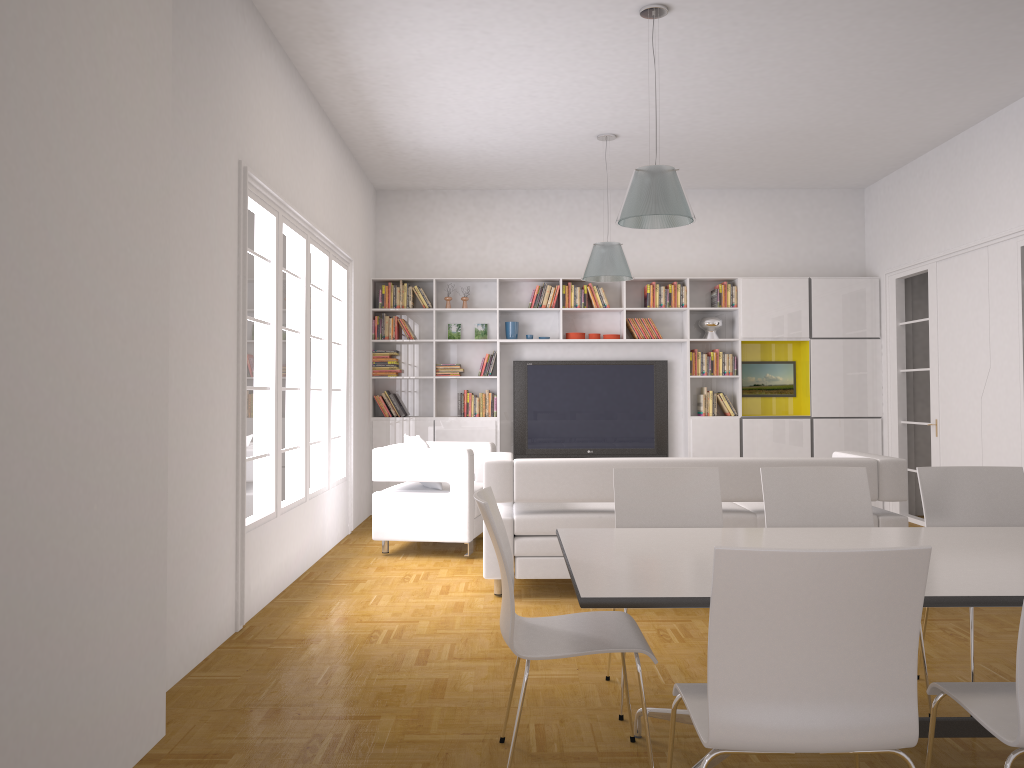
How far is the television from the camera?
9.5 meters

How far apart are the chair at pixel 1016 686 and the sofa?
3.0m

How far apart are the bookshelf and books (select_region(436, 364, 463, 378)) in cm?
9

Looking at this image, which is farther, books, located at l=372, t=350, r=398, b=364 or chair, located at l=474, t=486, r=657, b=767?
books, located at l=372, t=350, r=398, b=364

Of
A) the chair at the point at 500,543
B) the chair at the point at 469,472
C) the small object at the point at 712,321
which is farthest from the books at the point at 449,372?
the chair at the point at 500,543

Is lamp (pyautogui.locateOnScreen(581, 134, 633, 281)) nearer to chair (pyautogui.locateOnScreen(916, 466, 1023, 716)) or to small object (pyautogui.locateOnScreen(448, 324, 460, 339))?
small object (pyautogui.locateOnScreen(448, 324, 460, 339))

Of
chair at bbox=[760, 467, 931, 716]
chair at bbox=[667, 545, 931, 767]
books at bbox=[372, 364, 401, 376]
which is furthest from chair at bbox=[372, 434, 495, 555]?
chair at bbox=[667, 545, 931, 767]

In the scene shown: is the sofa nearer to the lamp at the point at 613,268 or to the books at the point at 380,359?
the lamp at the point at 613,268

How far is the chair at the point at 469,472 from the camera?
6.8m

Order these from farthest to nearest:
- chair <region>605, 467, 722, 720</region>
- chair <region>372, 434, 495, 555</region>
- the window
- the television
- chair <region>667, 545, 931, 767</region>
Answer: the television < chair <region>372, 434, 495, 555</region> < the window < chair <region>605, 467, 722, 720</region> < chair <region>667, 545, 931, 767</region>
